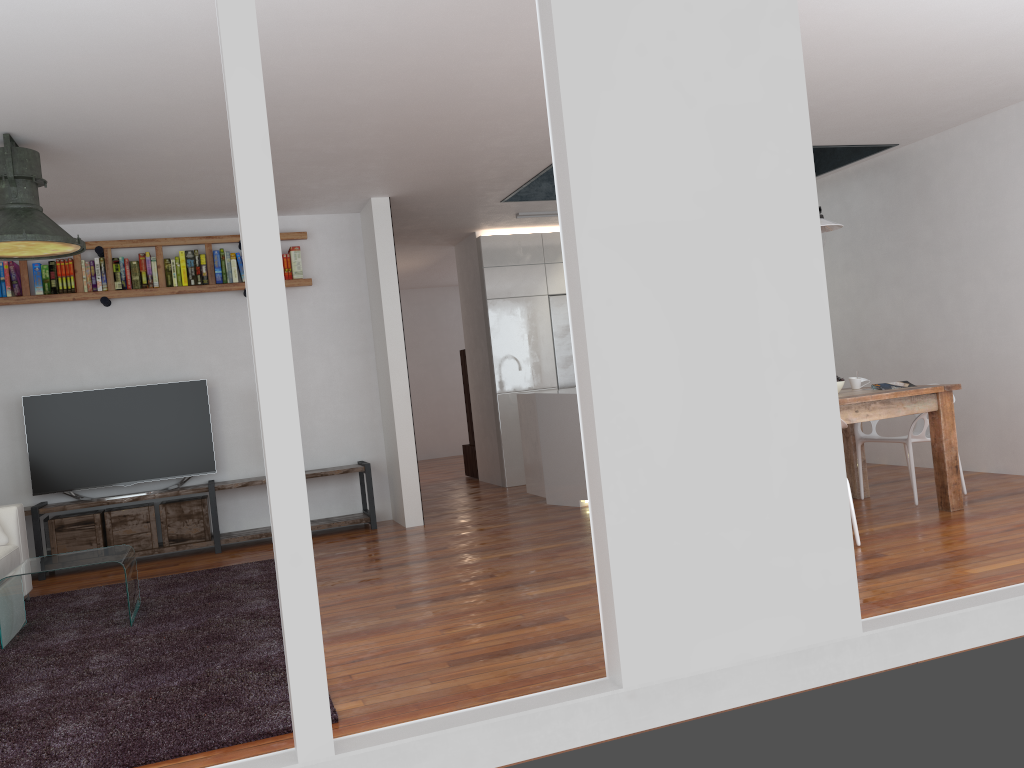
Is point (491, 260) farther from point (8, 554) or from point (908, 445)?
point (8, 554)

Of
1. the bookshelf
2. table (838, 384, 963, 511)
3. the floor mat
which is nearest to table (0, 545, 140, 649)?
the floor mat

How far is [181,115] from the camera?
4.4m

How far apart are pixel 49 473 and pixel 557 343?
4.6m

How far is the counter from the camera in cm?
682

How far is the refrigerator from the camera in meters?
8.8

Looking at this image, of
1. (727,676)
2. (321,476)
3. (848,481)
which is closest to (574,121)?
(727,676)

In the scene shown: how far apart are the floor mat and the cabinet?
3.2 meters

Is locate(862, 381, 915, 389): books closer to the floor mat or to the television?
the floor mat

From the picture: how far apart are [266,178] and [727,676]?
1.89m
